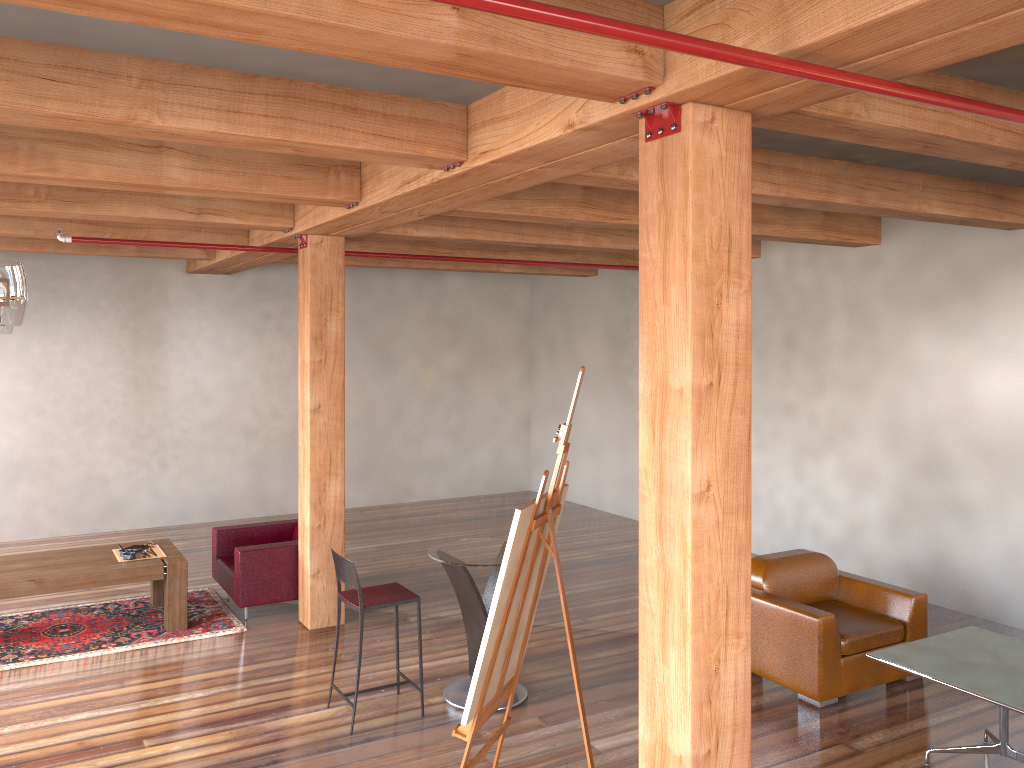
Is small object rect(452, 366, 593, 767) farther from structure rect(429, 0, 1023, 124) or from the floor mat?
the floor mat

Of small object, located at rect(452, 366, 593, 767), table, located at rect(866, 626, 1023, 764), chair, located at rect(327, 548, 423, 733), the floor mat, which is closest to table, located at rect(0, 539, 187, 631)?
the floor mat

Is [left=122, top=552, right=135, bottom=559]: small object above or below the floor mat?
above

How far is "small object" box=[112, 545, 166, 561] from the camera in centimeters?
717cm

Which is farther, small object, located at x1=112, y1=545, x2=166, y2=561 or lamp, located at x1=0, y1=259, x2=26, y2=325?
small object, located at x1=112, y1=545, x2=166, y2=561

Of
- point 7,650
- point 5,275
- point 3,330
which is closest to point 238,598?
point 7,650

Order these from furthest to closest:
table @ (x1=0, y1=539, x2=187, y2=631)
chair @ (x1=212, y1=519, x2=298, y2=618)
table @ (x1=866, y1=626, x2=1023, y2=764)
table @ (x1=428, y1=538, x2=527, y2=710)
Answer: chair @ (x1=212, y1=519, x2=298, y2=618) < table @ (x1=0, y1=539, x2=187, y2=631) < table @ (x1=428, y1=538, x2=527, y2=710) < table @ (x1=866, y1=626, x2=1023, y2=764)

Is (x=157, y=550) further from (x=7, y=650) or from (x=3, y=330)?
(x=3, y=330)

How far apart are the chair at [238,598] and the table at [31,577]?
0.40m

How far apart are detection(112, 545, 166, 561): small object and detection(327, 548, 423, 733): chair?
2.47m
